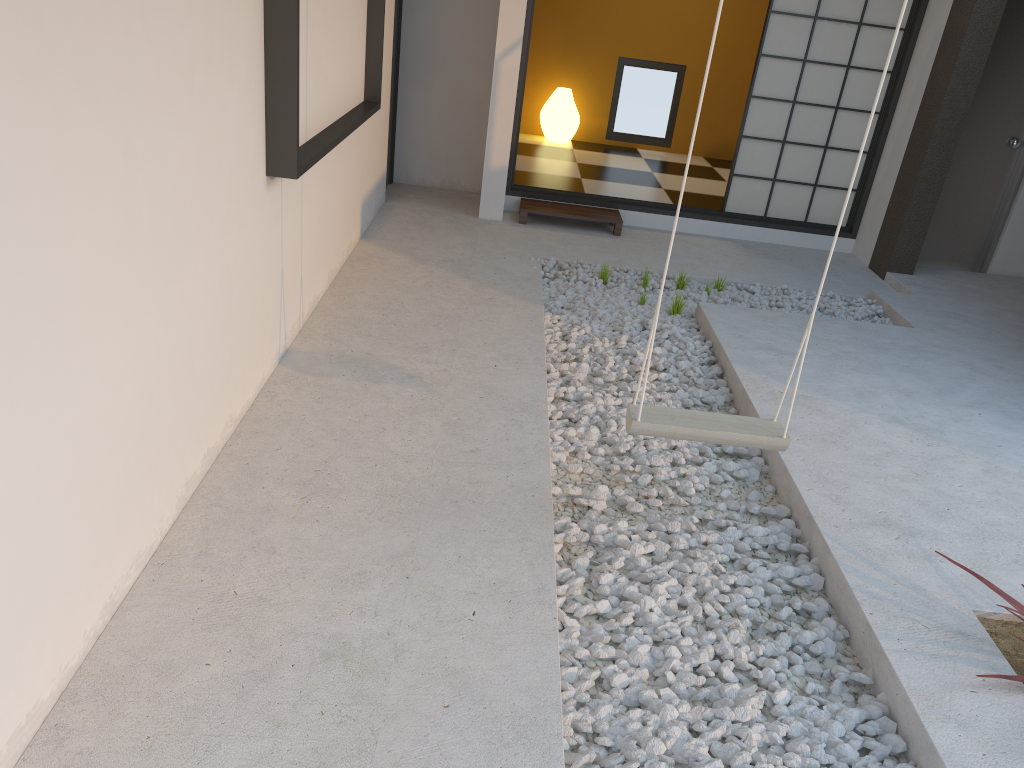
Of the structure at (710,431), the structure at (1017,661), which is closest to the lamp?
the structure at (710,431)

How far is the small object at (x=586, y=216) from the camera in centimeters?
613cm

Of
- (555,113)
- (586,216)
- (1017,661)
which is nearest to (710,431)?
(1017,661)

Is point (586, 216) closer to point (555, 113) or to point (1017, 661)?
point (555, 113)

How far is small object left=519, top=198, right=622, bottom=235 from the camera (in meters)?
6.13

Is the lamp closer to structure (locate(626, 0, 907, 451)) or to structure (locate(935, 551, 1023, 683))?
structure (locate(626, 0, 907, 451))

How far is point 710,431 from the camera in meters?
2.5 m

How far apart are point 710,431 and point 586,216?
3.8m

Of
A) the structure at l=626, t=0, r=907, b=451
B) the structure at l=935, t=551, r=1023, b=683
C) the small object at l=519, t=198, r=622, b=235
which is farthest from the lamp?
the structure at l=935, t=551, r=1023, b=683

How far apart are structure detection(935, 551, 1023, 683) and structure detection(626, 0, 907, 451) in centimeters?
61cm
